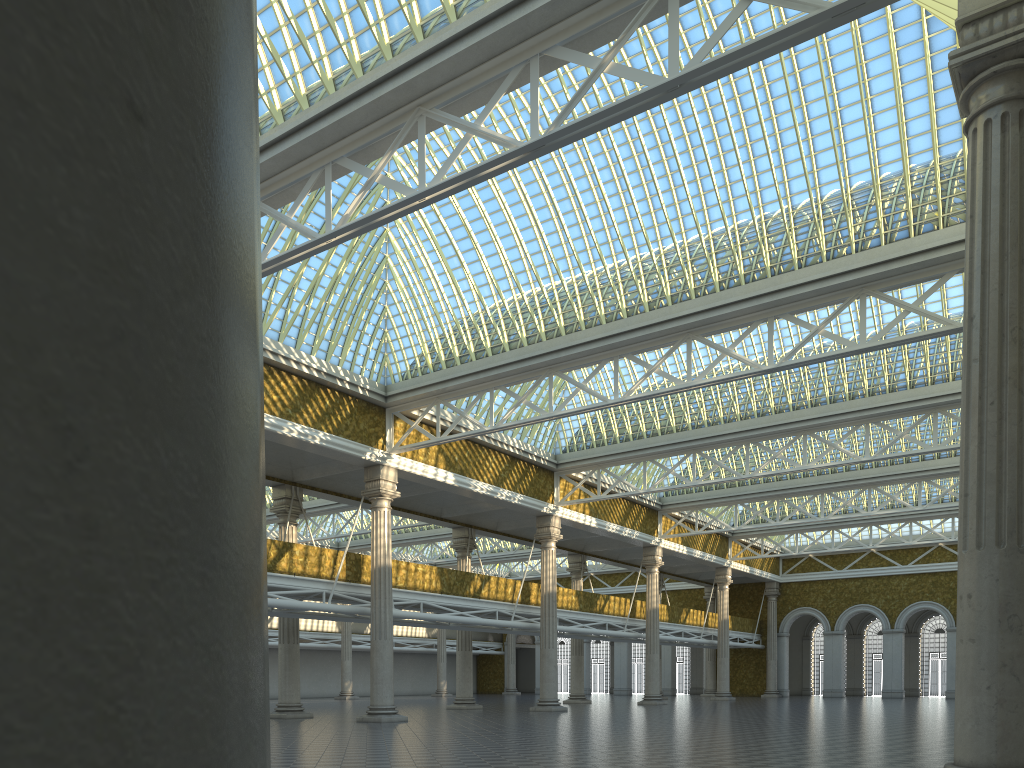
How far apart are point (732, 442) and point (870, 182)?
14.9 meters
